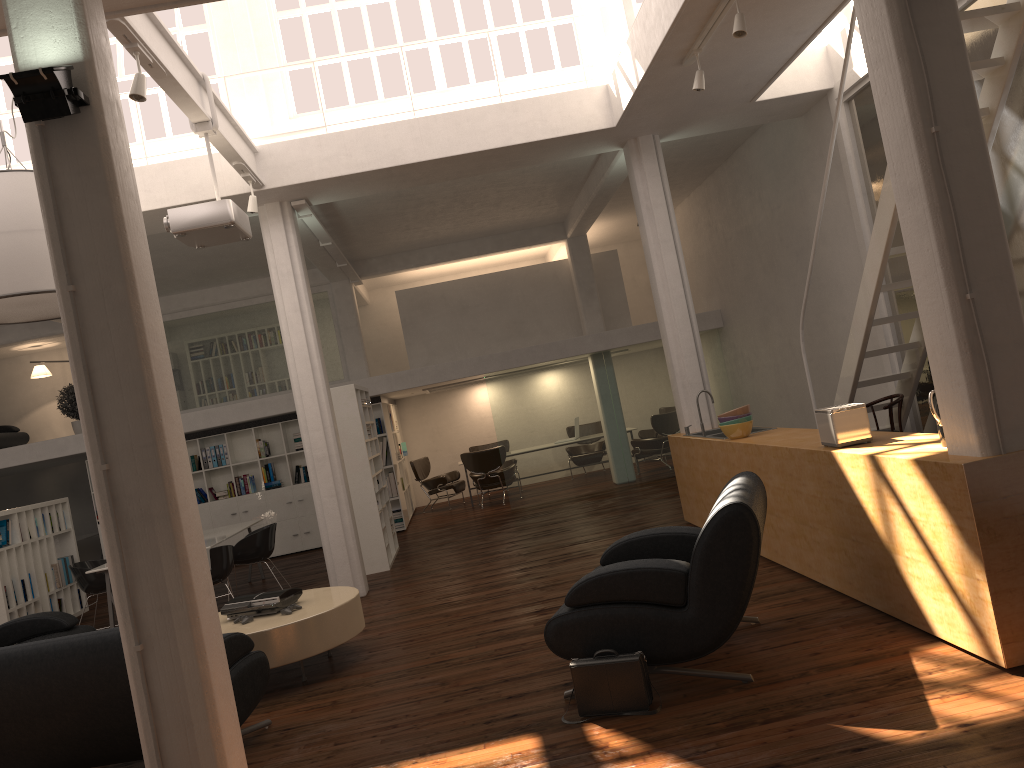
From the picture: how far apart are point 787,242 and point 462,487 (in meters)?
9.39

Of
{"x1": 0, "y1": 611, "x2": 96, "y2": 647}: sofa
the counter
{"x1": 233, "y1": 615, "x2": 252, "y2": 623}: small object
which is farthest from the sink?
{"x1": 0, "y1": 611, "x2": 96, "y2": 647}: sofa

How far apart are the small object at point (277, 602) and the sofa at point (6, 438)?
14.2 meters

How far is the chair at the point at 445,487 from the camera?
19.19m

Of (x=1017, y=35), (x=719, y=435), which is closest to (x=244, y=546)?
(x=719, y=435)

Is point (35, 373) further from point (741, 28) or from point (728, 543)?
point (728, 543)

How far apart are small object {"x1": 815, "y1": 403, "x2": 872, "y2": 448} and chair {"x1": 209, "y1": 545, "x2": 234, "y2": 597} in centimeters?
706cm

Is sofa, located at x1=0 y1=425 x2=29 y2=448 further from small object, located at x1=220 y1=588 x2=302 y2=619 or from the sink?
the sink

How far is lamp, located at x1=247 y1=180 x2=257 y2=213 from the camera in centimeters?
978cm

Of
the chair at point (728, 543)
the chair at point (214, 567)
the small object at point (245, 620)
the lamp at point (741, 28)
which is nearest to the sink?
the chair at point (728, 543)
